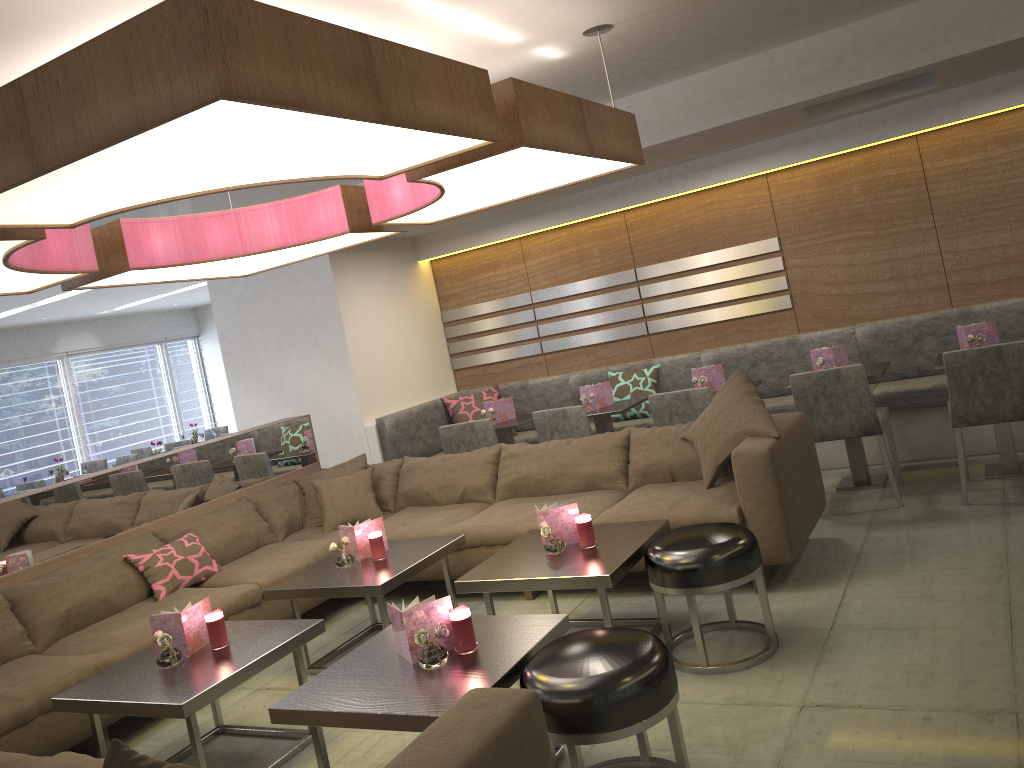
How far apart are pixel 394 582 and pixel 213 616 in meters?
0.8

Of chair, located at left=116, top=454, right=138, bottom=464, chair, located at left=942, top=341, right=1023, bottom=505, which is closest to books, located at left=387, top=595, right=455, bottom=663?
chair, located at left=942, top=341, right=1023, bottom=505

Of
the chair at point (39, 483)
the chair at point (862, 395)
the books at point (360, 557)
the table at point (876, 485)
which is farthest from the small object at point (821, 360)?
the chair at point (39, 483)

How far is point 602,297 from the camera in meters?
6.7

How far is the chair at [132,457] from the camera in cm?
954

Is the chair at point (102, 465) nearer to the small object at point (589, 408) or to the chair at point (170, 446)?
the chair at point (170, 446)

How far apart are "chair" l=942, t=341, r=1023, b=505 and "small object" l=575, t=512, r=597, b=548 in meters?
2.1

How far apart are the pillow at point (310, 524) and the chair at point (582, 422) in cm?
109

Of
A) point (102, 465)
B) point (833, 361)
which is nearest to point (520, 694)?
point (833, 361)

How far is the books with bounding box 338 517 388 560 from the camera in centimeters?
412cm
